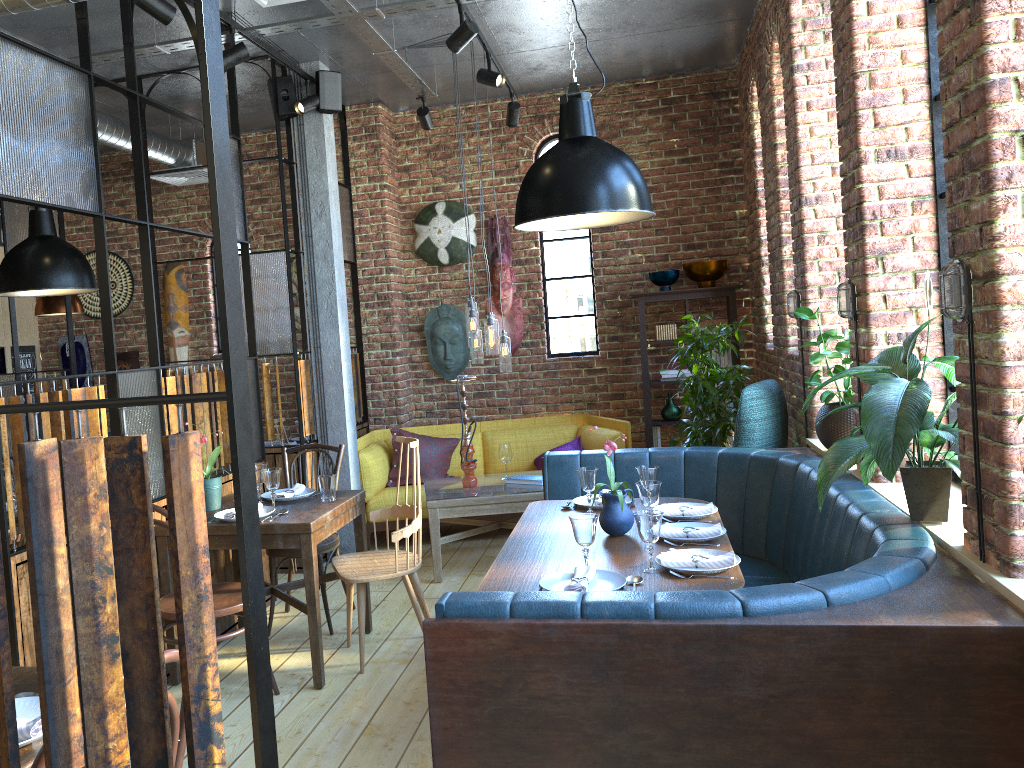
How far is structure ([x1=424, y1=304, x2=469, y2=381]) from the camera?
7.1 meters

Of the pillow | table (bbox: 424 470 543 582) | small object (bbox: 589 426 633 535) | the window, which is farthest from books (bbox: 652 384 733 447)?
small object (bbox: 589 426 633 535)

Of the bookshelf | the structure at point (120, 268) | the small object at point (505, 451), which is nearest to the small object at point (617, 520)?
the small object at point (505, 451)

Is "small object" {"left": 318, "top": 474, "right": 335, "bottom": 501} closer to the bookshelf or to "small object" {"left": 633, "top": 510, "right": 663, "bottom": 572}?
"small object" {"left": 633, "top": 510, "right": 663, "bottom": 572}

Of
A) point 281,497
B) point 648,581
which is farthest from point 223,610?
point 648,581

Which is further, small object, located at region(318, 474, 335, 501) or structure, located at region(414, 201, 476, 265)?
structure, located at region(414, 201, 476, 265)

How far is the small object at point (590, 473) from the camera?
3.83m

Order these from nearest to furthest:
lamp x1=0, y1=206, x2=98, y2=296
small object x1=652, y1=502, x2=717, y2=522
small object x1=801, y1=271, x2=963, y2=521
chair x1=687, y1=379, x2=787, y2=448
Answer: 1. small object x1=801, y1=271, x2=963, y2=521
2. small object x1=652, y1=502, x2=717, y2=522
3. lamp x1=0, y1=206, x2=98, y2=296
4. chair x1=687, y1=379, x2=787, y2=448

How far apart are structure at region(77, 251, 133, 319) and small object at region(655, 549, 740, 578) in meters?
6.1 m

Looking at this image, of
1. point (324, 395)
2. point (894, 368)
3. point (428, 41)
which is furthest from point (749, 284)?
point (894, 368)
